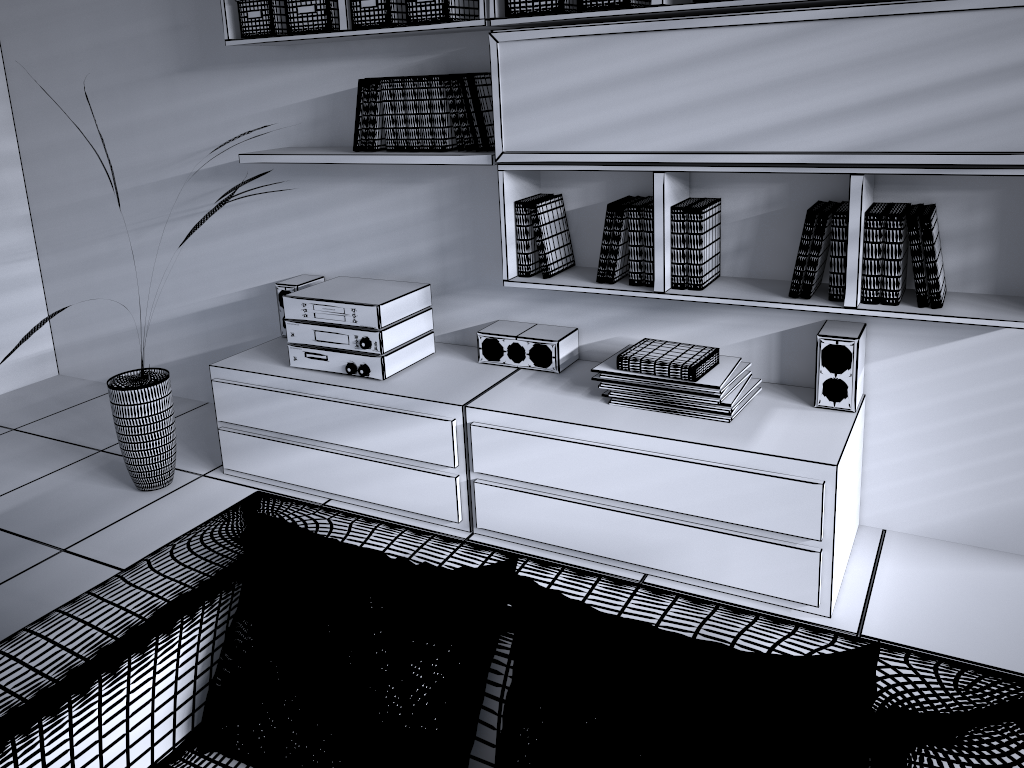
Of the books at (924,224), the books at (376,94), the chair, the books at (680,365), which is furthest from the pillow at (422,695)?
the books at (376,94)

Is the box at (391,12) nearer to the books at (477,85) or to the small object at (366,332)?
the books at (477,85)

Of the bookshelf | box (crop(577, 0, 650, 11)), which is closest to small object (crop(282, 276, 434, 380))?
the bookshelf

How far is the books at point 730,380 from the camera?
2.7m

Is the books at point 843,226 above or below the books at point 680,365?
above

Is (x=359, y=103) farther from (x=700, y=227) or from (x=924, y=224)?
(x=924, y=224)

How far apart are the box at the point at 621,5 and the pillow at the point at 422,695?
1.65m

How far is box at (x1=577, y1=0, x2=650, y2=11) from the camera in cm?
246

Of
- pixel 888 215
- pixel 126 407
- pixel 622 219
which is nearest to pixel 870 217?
pixel 888 215

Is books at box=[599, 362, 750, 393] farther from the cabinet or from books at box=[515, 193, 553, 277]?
books at box=[515, 193, 553, 277]
